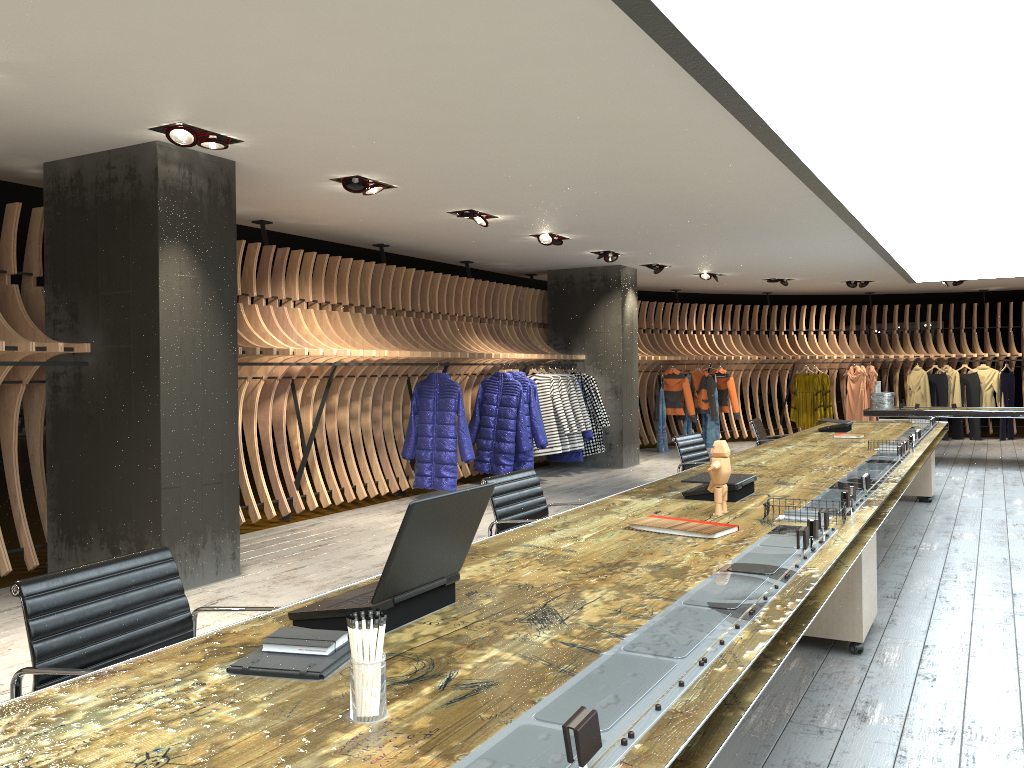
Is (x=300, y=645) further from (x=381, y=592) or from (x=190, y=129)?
(x=190, y=129)

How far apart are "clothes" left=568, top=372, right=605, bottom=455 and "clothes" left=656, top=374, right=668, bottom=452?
2.7 meters

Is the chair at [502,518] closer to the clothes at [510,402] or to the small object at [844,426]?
the small object at [844,426]

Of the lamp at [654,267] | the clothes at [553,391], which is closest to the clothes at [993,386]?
the lamp at [654,267]

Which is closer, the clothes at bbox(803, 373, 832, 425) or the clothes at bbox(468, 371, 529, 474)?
the clothes at bbox(468, 371, 529, 474)

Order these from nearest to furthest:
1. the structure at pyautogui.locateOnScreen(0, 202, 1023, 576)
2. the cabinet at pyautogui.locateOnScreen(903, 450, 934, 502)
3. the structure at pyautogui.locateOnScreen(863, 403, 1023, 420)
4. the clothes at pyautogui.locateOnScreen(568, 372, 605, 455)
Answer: the structure at pyautogui.locateOnScreen(0, 202, 1023, 576), the cabinet at pyautogui.locateOnScreen(903, 450, 934, 502), the structure at pyautogui.locateOnScreen(863, 403, 1023, 420), the clothes at pyautogui.locateOnScreen(568, 372, 605, 455)

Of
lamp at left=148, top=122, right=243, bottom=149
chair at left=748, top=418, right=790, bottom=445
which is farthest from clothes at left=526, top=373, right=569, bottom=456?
lamp at left=148, top=122, right=243, bottom=149

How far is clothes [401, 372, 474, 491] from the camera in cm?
910

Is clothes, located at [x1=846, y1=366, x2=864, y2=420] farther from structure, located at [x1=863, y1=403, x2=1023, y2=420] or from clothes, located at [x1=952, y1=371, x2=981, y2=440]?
structure, located at [x1=863, y1=403, x2=1023, y2=420]

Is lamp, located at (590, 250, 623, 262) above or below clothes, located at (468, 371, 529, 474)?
above
